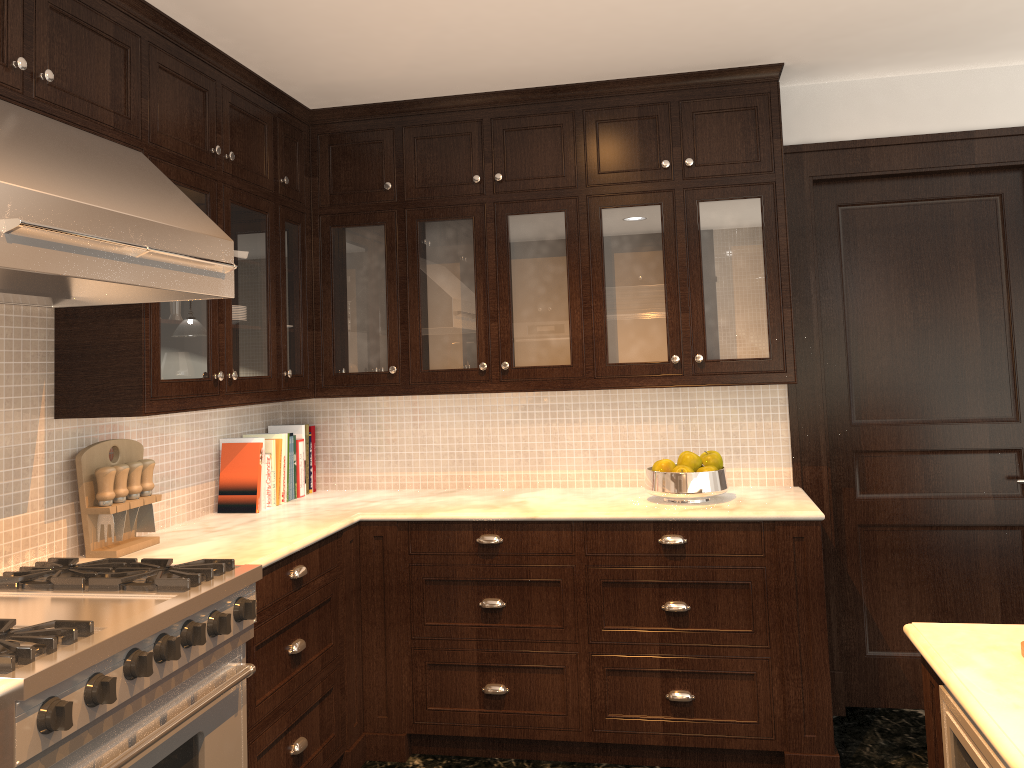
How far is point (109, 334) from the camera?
2.6 meters

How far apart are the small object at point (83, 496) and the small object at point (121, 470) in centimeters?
2cm

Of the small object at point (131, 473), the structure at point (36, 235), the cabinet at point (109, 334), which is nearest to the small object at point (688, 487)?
the cabinet at point (109, 334)

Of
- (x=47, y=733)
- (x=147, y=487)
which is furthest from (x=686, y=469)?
(x=47, y=733)

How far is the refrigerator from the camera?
1.35m

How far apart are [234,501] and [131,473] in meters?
0.7

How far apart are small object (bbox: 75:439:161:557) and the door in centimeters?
266cm

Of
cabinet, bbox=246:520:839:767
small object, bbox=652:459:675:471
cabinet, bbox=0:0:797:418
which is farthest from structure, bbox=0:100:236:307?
small object, bbox=652:459:675:471

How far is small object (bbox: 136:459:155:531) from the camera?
2.9m

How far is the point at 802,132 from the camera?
3.7 meters
